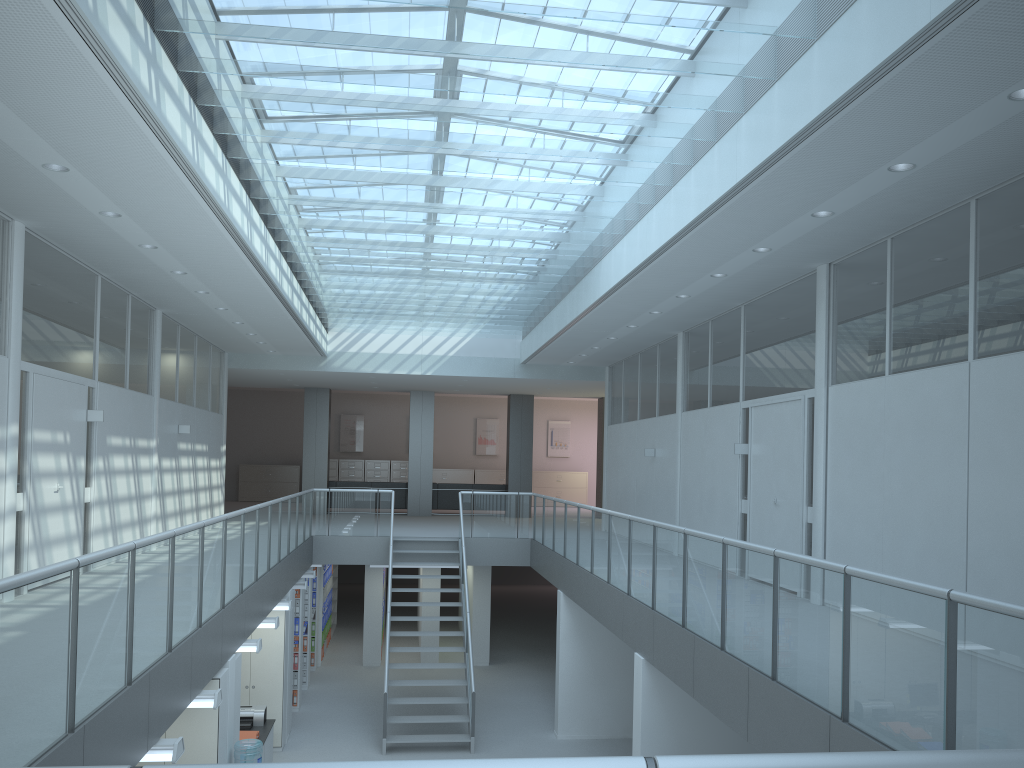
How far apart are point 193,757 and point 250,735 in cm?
268

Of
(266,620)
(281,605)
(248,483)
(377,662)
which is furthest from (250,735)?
(248,483)

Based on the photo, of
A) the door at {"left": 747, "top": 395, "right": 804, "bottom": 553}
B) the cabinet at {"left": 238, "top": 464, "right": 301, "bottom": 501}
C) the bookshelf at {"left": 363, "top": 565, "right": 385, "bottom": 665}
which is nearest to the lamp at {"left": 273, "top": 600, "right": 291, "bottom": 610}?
the bookshelf at {"left": 363, "top": 565, "right": 385, "bottom": 665}

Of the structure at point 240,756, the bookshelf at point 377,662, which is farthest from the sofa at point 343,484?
the structure at point 240,756

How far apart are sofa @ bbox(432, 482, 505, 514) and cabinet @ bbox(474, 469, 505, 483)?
4.8m

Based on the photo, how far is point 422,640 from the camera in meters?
15.0

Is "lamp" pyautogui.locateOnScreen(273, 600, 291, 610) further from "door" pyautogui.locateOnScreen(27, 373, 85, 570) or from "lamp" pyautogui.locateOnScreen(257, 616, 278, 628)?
"door" pyautogui.locateOnScreen(27, 373, 85, 570)

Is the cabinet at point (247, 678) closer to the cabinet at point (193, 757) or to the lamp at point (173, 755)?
the cabinet at point (193, 757)

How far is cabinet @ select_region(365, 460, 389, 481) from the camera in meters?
24.6

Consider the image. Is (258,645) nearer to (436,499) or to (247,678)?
(247,678)
